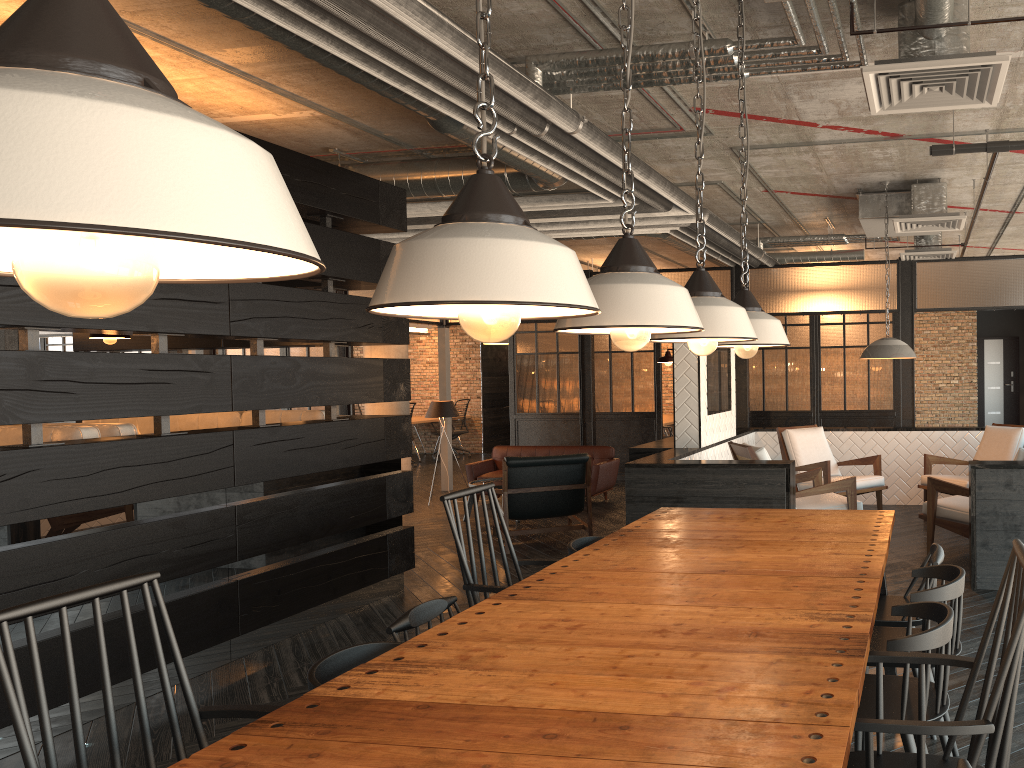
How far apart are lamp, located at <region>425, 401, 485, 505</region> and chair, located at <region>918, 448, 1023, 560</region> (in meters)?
5.67

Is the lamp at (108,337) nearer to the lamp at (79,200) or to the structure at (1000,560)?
the structure at (1000,560)

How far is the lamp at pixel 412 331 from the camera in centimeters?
1656cm

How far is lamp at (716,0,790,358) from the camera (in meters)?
3.06

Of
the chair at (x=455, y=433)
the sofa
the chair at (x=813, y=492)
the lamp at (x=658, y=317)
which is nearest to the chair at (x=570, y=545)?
the lamp at (x=658, y=317)

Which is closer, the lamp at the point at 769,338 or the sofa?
the lamp at the point at 769,338

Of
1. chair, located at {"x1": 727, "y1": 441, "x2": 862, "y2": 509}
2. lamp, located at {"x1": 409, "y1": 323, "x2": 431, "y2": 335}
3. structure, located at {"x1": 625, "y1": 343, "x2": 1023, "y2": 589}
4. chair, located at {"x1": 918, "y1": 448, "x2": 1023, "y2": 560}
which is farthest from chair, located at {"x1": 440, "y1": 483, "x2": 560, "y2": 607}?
lamp, located at {"x1": 409, "y1": 323, "x2": 431, "y2": 335}

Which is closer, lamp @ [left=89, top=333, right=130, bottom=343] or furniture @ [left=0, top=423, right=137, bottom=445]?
furniture @ [left=0, top=423, right=137, bottom=445]

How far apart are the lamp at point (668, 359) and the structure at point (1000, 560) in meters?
0.3

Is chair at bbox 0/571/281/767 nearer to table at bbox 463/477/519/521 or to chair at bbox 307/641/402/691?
chair at bbox 307/641/402/691
